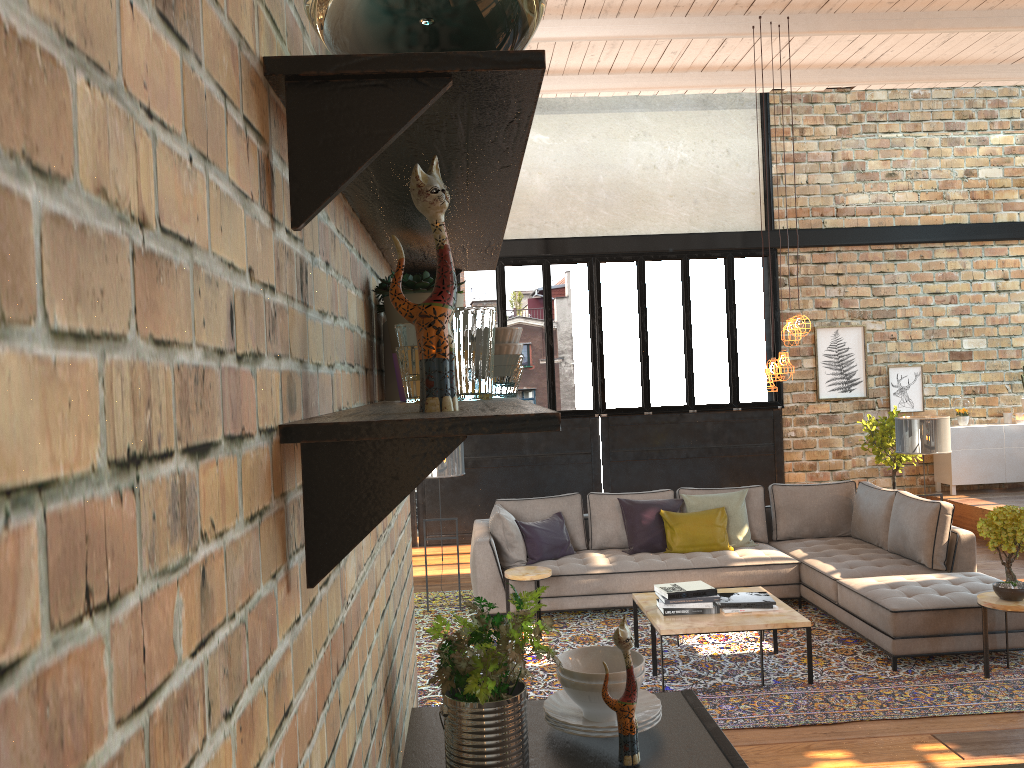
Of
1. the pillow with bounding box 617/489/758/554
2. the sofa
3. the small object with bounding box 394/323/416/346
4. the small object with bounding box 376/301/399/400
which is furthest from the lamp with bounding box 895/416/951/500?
the small object with bounding box 394/323/416/346

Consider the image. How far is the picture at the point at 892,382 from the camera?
10.6m

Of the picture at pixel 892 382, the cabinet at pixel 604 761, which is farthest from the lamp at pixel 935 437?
the cabinet at pixel 604 761

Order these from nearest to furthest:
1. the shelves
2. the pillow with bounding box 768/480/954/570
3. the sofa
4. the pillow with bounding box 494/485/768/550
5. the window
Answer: the shelves
the sofa
the pillow with bounding box 768/480/954/570
the pillow with bounding box 494/485/768/550
the window

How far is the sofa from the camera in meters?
5.4

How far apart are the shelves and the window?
8.37m

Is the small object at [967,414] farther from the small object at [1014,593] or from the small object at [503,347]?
the small object at [503,347]

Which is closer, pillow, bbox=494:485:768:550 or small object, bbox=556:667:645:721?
small object, bbox=556:667:645:721

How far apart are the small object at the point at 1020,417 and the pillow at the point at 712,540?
5.0m

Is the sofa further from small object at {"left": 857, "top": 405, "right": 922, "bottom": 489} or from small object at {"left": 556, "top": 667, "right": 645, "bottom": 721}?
small object at {"left": 556, "top": 667, "right": 645, "bottom": 721}
